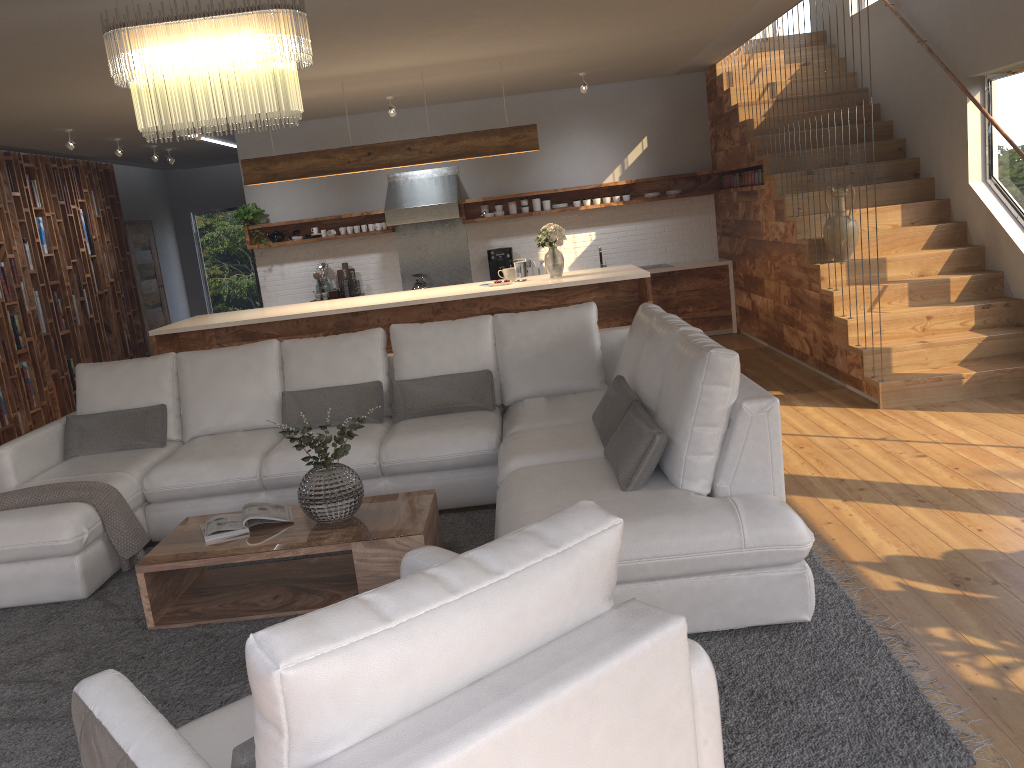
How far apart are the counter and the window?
3.0m

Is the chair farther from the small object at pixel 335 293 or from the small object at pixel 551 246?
the small object at pixel 335 293

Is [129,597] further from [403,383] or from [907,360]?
[907,360]

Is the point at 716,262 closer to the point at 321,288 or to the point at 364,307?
the point at 364,307

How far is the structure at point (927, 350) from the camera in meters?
6.0 m

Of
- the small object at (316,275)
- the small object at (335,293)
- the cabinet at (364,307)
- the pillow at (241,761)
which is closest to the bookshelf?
the cabinet at (364,307)

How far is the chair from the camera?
1.3m

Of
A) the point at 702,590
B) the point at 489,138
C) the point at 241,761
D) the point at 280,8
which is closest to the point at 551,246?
the point at 489,138

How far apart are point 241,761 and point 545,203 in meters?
8.6 m

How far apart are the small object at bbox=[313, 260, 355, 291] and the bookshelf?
2.61m
